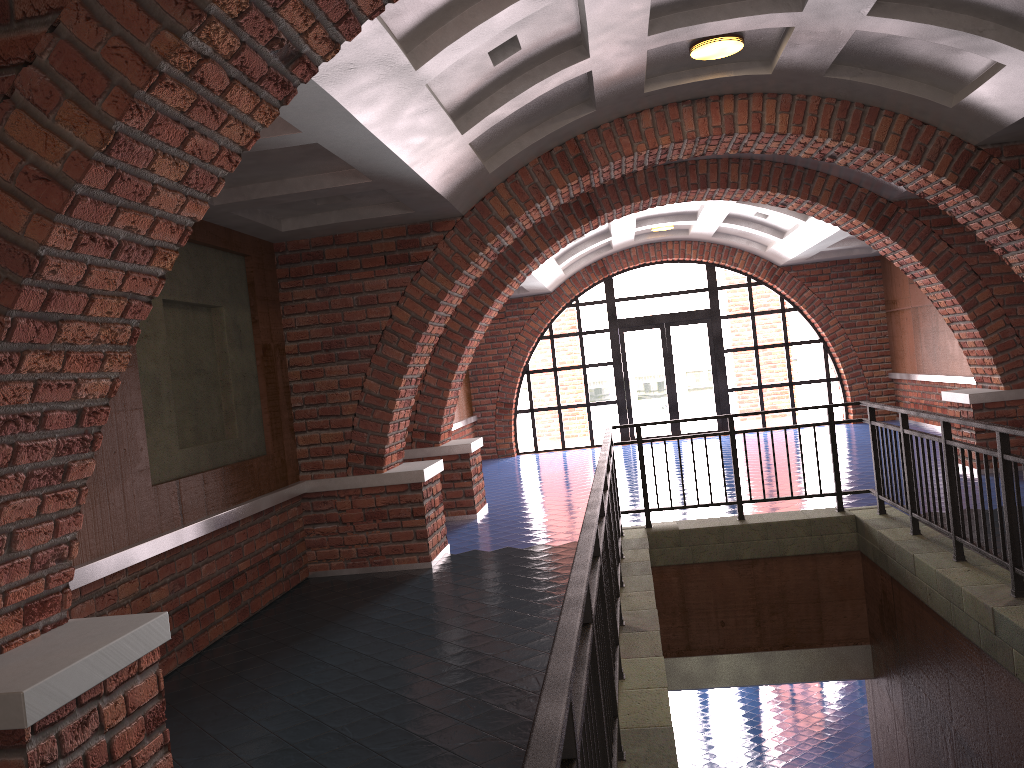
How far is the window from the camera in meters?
16.7 m

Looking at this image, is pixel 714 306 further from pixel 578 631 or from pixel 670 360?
pixel 578 631

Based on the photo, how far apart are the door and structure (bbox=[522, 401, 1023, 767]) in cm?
920

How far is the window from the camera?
16.7 meters

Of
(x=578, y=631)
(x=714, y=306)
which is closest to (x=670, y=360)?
(x=714, y=306)

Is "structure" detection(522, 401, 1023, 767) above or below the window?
below

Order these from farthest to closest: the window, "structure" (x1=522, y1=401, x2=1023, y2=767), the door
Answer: the door
the window
"structure" (x1=522, y1=401, x2=1023, y2=767)

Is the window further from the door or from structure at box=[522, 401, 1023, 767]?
structure at box=[522, 401, 1023, 767]

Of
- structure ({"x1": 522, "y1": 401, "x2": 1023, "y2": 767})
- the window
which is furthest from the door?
structure ({"x1": 522, "y1": 401, "x2": 1023, "y2": 767})

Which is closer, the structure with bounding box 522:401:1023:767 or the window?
the structure with bounding box 522:401:1023:767
